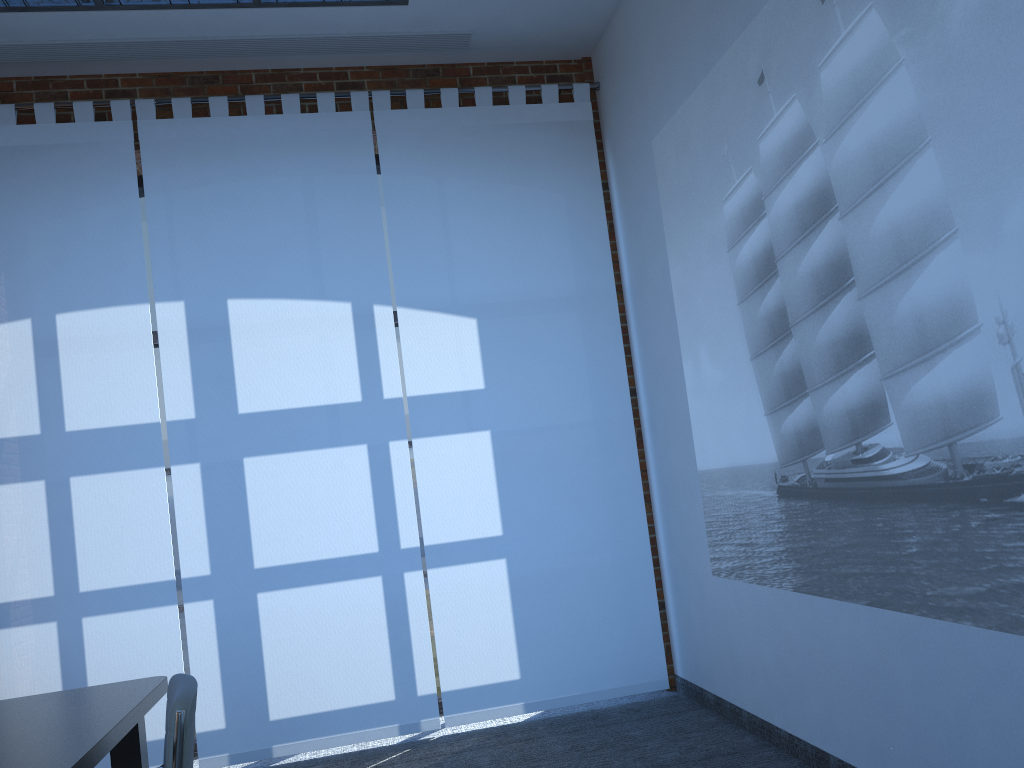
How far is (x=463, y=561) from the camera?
5.1m

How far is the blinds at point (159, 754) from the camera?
4.7m

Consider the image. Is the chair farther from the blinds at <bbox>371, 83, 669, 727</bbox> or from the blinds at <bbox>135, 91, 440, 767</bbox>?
the blinds at <bbox>371, 83, 669, 727</bbox>

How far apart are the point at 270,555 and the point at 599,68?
3.6 meters

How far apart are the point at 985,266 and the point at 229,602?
4.0m

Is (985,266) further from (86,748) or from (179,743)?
(86,748)

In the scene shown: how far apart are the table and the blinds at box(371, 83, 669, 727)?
2.0 meters

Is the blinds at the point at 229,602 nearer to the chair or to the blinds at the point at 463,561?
the blinds at the point at 463,561

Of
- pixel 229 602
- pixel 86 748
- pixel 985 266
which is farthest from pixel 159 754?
pixel 985 266

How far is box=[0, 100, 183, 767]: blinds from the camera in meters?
4.7 m
